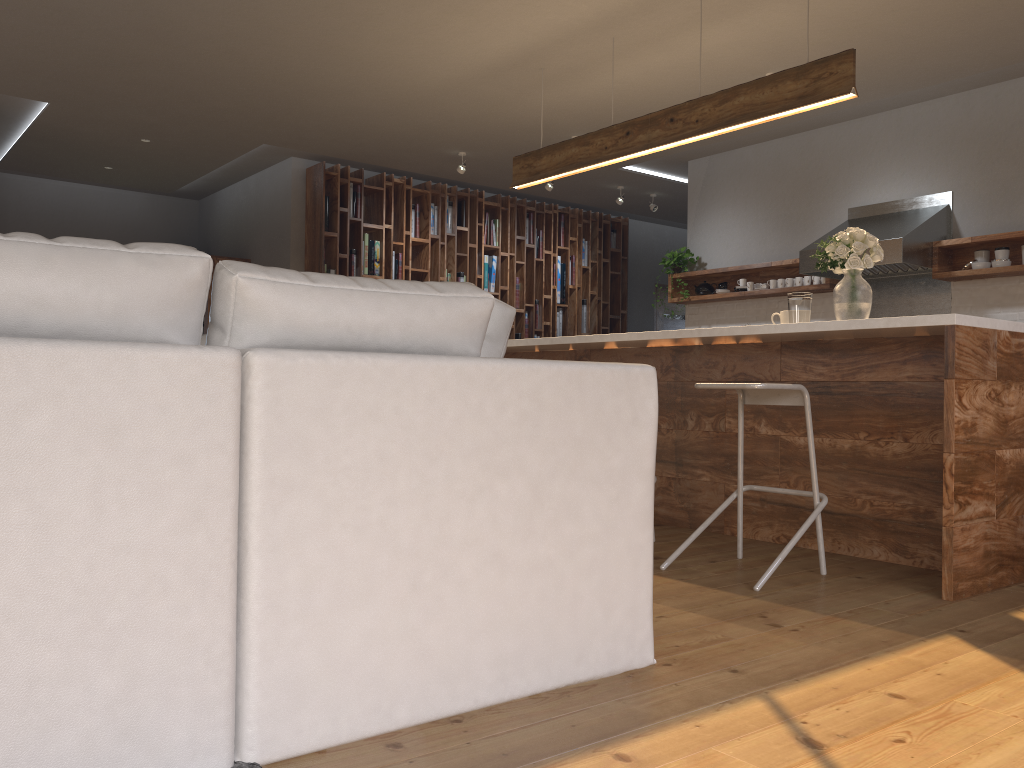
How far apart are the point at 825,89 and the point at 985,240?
2.4m

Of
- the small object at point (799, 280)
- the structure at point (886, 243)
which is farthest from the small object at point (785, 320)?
the small object at point (799, 280)

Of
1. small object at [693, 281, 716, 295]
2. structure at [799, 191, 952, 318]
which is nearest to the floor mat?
structure at [799, 191, 952, 318]

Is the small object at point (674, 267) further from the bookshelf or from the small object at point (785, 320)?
the small object at point (785, 320)

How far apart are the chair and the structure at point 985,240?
3.07m

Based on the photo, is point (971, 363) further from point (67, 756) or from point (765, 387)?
point (67, 756)

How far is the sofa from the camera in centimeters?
140cm

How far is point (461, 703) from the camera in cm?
187

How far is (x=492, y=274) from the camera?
9.1 meters

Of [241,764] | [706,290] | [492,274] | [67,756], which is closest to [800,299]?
[241,764]
